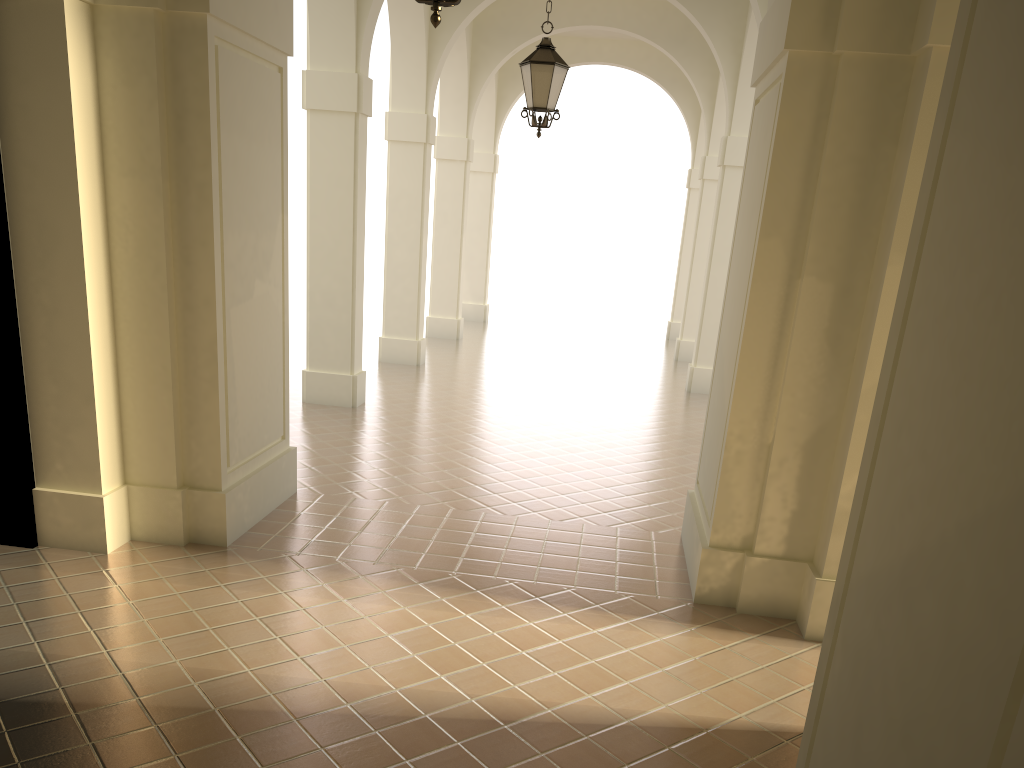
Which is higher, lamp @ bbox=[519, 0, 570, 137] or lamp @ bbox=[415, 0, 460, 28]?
lamp @ bbox=[519, 0, 570, 137]

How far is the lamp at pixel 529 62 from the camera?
8.9 meters

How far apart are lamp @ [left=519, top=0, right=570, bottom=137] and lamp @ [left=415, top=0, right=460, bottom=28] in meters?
4.9 m

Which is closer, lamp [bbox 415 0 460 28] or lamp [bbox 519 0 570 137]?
lamp [bbox 415 0 460 28]

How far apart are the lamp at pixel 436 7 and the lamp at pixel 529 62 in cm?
486

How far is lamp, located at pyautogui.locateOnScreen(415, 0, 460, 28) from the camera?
4.2m

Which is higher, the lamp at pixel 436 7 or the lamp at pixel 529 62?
the lamp at pixel 529 62

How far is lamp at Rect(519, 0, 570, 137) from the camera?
8.86m

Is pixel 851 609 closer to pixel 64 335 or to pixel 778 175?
pixel 778 175
